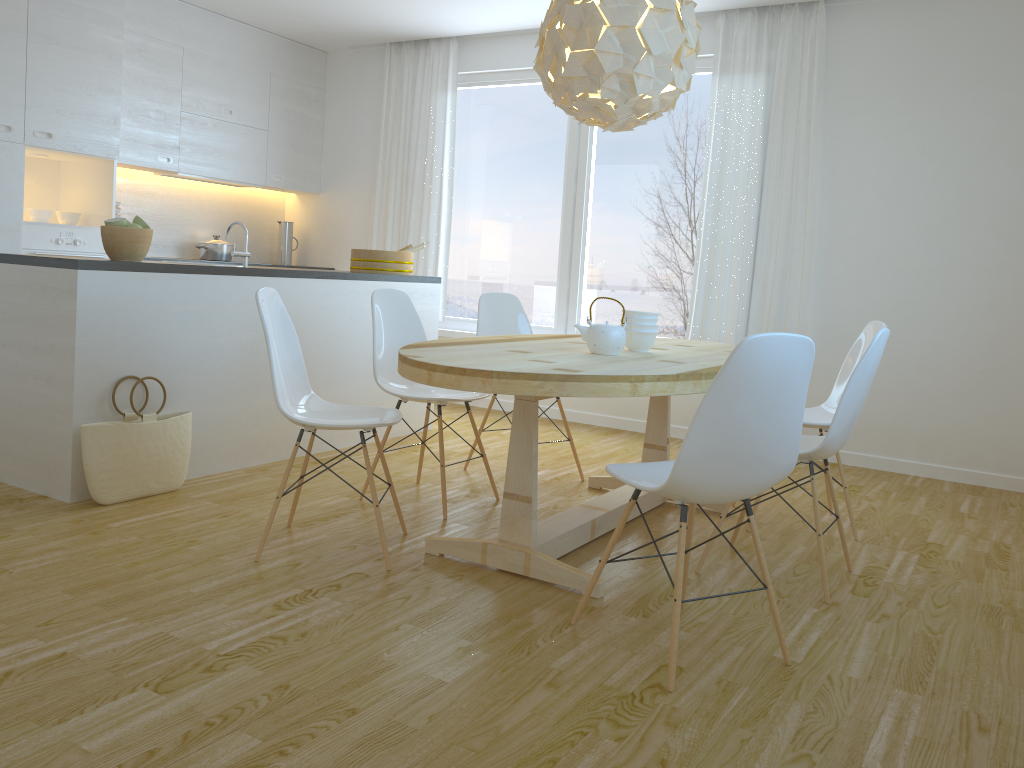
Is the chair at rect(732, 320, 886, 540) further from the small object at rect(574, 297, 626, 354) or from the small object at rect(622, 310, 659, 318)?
the small object at rect(574, 297, 626, 354)

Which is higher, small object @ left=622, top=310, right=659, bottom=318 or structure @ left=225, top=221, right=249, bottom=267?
structure @ left=225, top=221, right=249, bottom=267

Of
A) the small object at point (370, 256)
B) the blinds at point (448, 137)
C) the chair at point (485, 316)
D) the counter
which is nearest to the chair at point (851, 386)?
the chair at point (485, 316)

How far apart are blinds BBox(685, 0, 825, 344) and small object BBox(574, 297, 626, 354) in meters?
2.4 m

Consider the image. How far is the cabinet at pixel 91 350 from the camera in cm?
347

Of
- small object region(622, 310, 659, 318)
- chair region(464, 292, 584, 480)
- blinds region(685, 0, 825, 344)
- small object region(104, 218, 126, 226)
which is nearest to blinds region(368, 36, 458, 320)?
blinds region(685, 0, 825, 344)

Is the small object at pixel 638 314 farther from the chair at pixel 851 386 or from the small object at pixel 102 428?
the small object at pixel 102 428

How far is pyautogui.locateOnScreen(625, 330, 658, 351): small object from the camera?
3.45m

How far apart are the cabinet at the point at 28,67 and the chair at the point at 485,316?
2.6m

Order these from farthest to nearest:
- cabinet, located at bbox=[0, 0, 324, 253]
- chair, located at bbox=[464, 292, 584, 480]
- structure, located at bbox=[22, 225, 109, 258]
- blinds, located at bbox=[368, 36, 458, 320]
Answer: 1. blinds, located at bbox=[368, 36, 458, 320]
2. structure, located at bbox=[22, 225, 109, 258]
3. cabinet, located at bbox=[0, 0, 324, 253]
4. chair, located at bbox=[464, 292, 584, 480]
